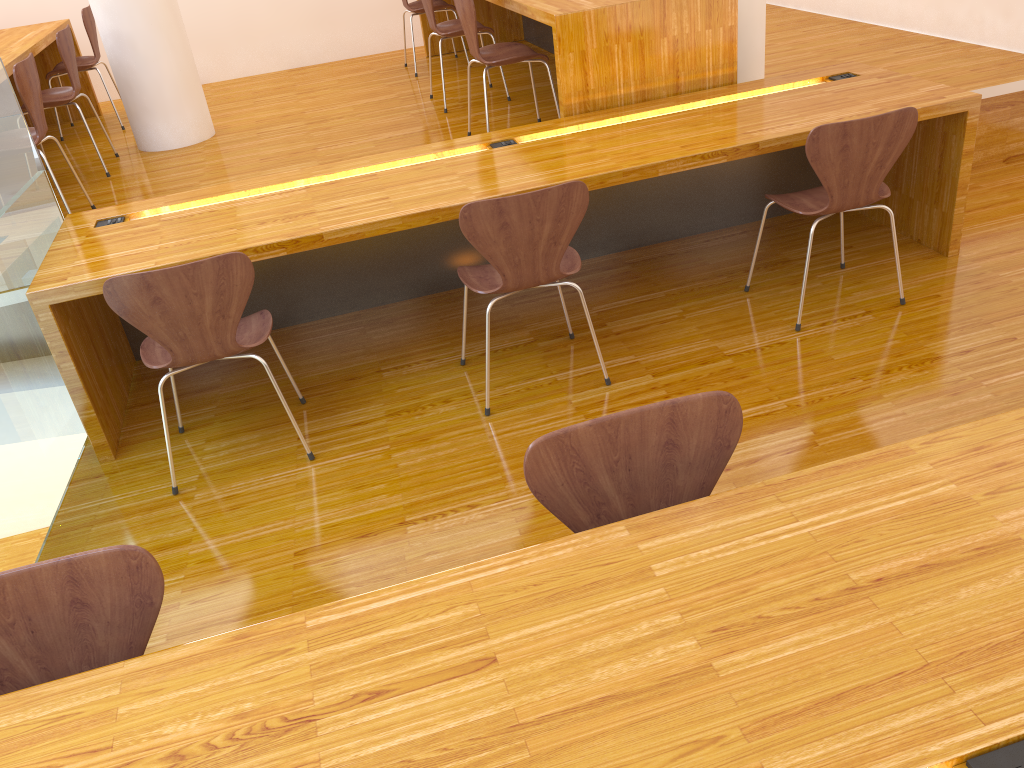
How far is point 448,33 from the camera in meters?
4.6

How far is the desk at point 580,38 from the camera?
3.4m

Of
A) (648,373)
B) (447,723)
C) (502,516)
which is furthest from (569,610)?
(648,373)

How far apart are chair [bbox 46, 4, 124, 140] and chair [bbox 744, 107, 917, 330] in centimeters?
424cm

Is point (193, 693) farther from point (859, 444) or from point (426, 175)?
point (426, 175)

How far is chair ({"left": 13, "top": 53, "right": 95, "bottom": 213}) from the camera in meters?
3.4 m

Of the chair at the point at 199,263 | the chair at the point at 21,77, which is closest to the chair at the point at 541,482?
the chair at the point at 199,263

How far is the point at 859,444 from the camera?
2.5 meters

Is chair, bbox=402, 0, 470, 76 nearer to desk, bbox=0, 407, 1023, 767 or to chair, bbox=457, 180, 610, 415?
chair, bbox=457, 180, 610, 415

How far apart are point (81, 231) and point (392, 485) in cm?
144
